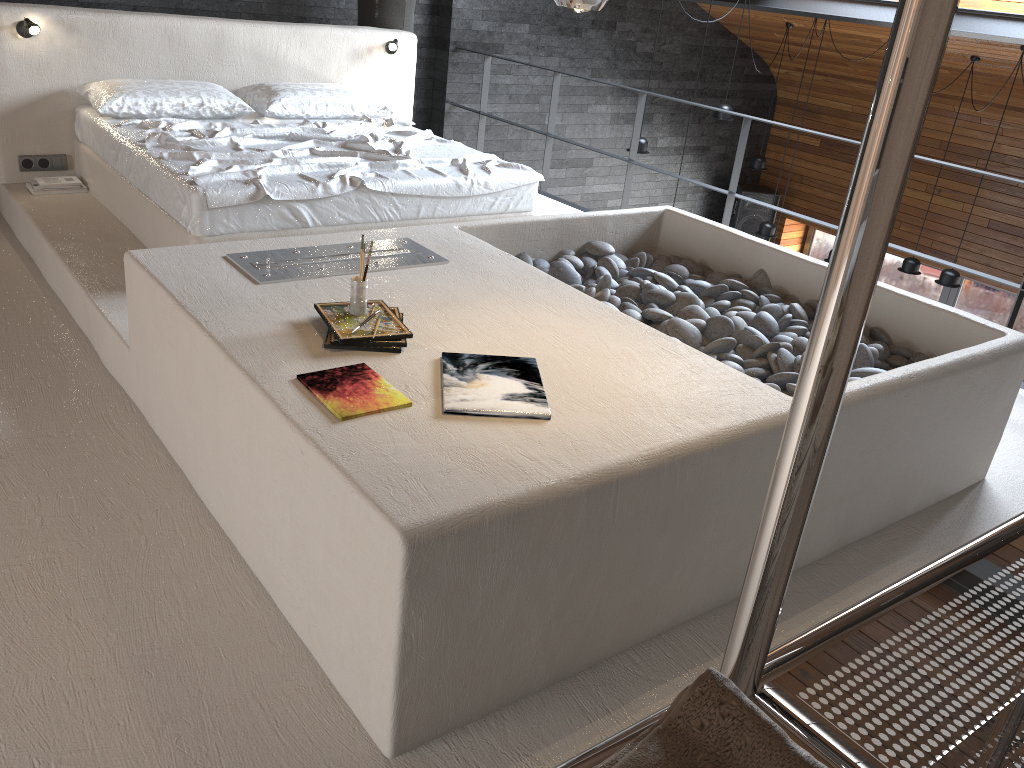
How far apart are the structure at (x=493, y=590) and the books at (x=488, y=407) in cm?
2

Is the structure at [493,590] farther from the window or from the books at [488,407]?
the window

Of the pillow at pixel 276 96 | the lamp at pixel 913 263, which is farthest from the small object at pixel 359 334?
the lamp at pixel 913 263

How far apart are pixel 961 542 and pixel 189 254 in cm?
275

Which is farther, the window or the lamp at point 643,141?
the window

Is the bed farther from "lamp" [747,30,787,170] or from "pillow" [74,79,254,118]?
"lamp" [747,30,787,170]

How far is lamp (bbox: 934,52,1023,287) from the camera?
7.4m

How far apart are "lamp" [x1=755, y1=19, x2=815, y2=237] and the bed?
4.41m

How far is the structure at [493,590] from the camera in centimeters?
186cm

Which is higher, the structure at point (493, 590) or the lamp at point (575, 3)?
the lamp at point (575, 3)
